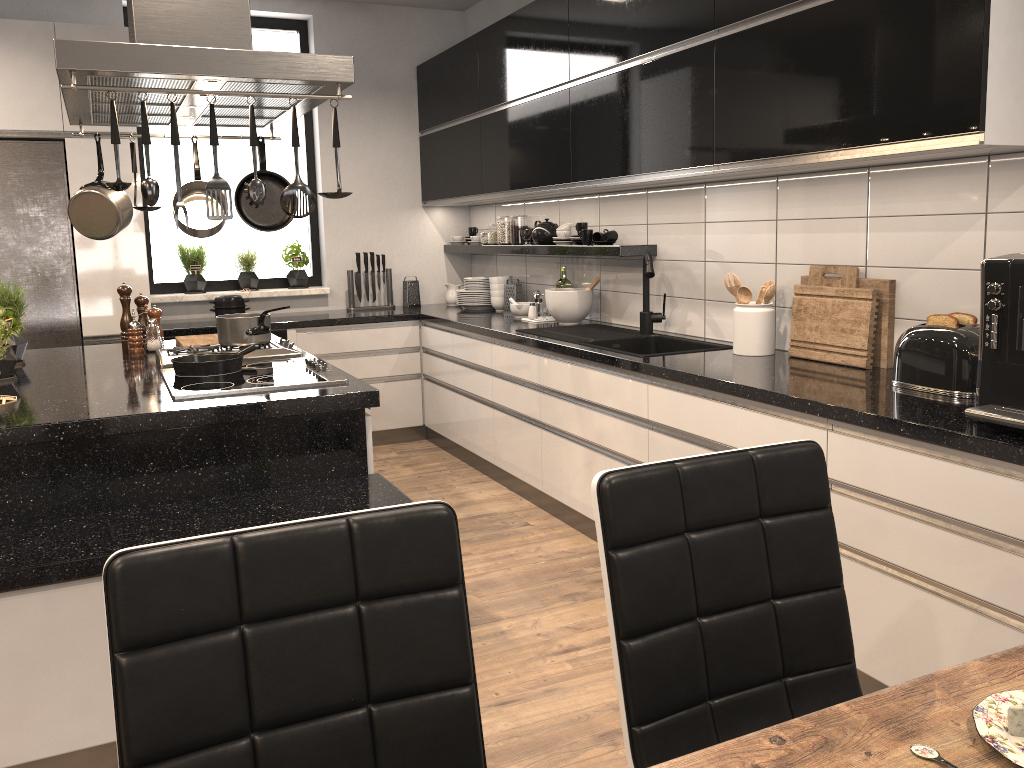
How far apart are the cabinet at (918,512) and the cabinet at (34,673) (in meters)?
0.93

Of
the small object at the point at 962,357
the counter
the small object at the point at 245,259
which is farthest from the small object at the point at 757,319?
the small object at the point at 245,259

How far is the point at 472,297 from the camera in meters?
5.5

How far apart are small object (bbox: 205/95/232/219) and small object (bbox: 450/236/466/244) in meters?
3.5 m

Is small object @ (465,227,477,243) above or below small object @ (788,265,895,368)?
above

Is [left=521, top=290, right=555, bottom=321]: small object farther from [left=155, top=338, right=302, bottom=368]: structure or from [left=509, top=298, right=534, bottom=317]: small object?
[left=155, top=338, right=302, bottom=368]: structure

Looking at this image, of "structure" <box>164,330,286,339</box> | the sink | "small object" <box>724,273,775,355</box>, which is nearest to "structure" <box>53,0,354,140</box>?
the sink

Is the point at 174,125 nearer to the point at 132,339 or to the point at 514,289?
the point at 132,339

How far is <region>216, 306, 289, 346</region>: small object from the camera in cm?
329

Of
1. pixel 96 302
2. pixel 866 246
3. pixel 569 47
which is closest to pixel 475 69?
pixel 569 47
